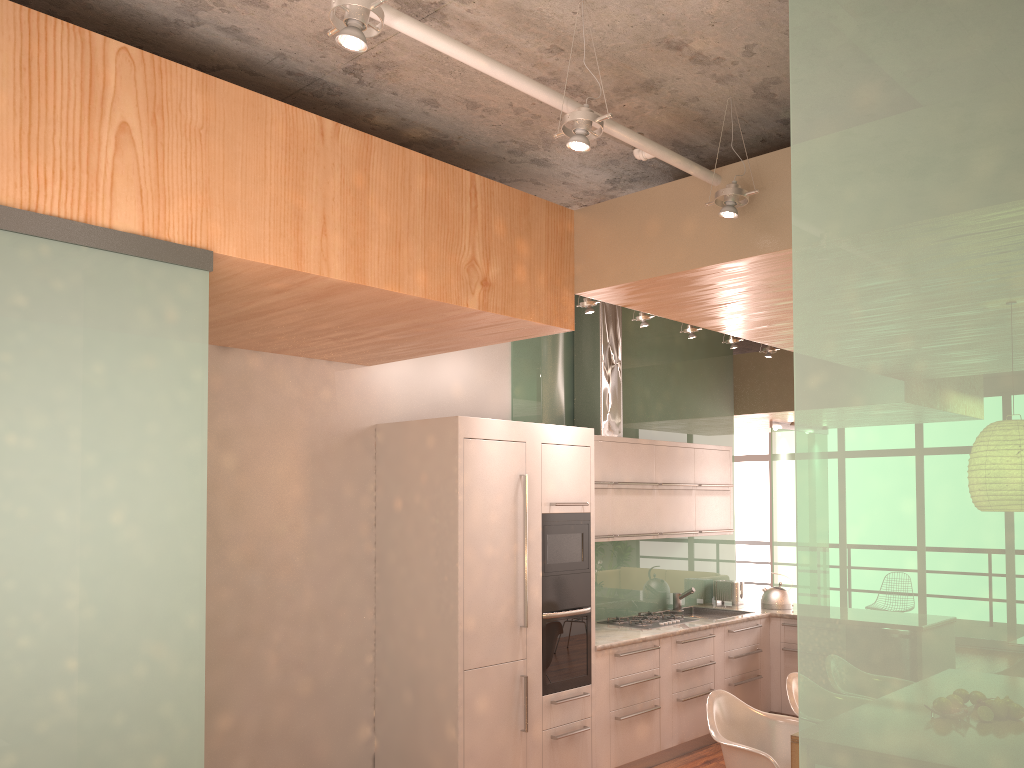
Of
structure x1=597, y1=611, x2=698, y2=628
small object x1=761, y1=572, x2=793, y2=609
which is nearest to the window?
small object x1=761, y1=572, x2=793, y2=609

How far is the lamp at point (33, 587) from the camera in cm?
239

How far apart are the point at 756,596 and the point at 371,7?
11.91m

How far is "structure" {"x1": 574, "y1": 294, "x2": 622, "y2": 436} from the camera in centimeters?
643cm

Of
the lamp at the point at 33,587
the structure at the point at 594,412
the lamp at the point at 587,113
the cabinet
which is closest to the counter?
the cabinet

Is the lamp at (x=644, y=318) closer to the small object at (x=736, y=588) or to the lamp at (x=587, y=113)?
the lamp at (x=587, y=113)

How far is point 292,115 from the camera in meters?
3.2 m

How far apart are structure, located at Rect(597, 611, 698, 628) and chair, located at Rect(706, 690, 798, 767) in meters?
1.9

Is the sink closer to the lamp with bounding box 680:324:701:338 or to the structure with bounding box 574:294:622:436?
the structure with bounding box 574:294:622:436

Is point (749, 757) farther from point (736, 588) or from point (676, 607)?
→ point (736, 588)
